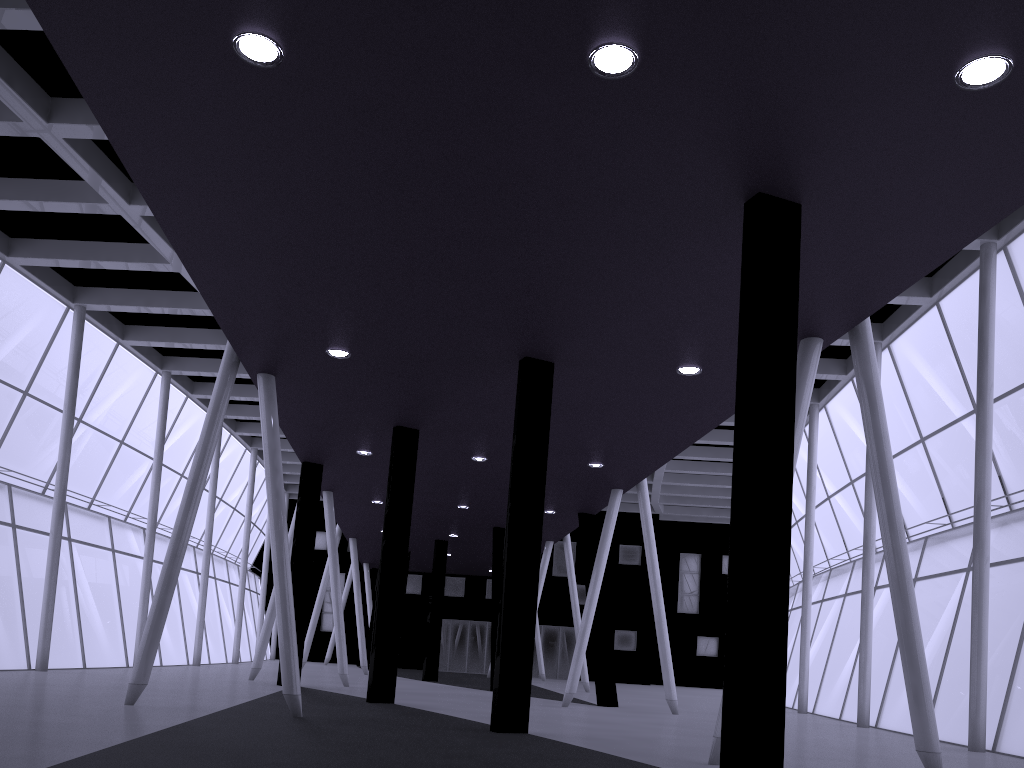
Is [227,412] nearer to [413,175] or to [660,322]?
[660,322]

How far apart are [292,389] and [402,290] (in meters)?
7.43
